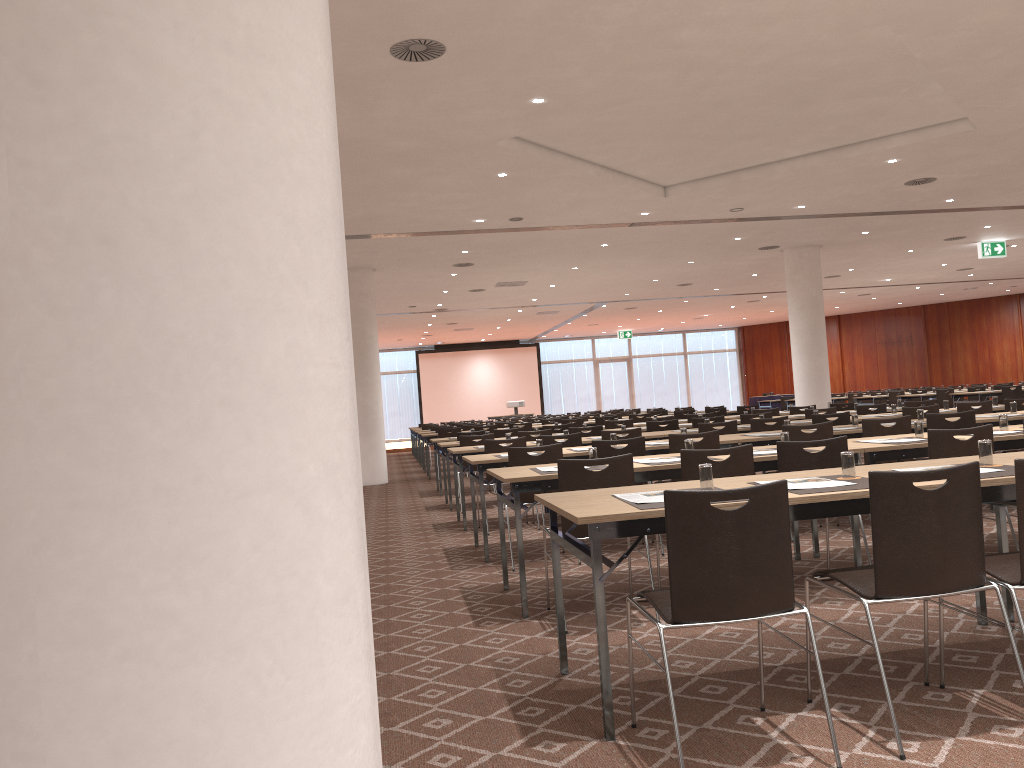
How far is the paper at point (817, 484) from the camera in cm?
366

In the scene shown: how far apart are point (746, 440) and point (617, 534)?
4.6m

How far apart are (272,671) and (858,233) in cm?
1721

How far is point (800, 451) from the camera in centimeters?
513cm

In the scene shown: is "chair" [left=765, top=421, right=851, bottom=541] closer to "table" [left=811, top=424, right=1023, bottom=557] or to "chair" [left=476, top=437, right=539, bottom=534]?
"table" [left=811, top=424, right=1023, bottom=557]

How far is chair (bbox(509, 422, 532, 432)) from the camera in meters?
16.5

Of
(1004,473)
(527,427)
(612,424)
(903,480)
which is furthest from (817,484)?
(527,427)

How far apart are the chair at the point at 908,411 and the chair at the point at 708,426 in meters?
1.9 m

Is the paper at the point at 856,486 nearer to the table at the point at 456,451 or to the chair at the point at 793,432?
the chair at the point at 793,432

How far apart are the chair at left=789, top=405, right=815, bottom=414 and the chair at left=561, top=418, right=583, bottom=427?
4.3m
